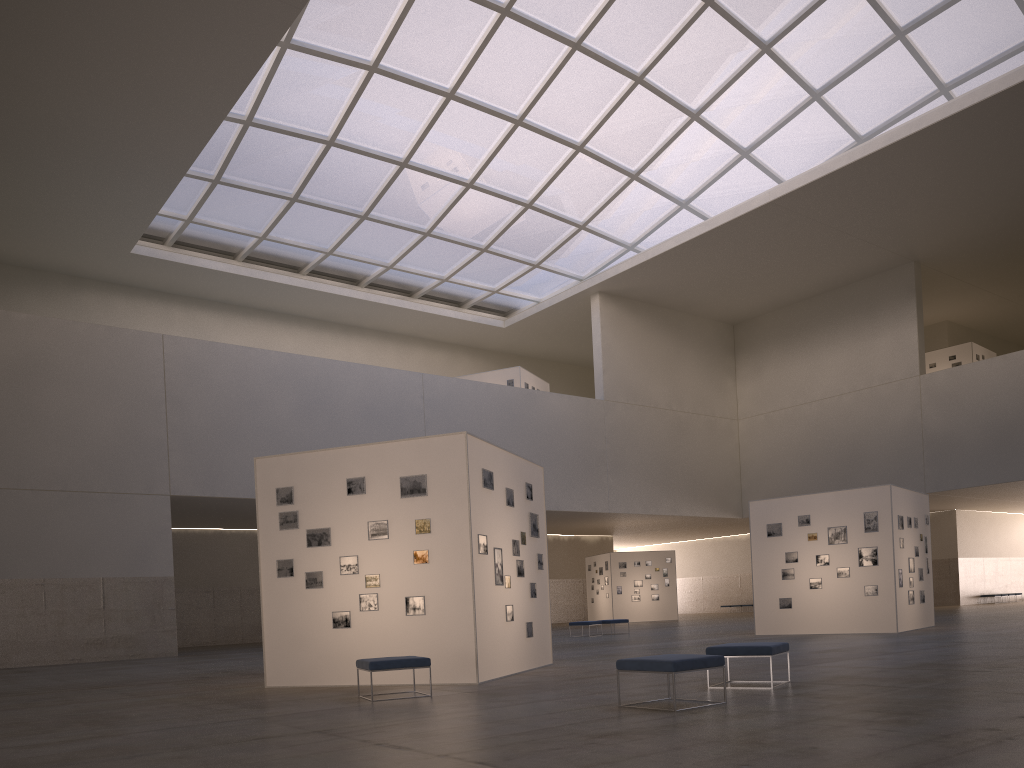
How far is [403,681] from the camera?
15.40m

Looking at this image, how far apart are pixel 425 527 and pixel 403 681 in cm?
267

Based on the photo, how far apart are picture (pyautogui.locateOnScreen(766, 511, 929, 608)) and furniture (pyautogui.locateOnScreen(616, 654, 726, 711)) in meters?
18.0 m

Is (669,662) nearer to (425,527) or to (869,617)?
(425,527)

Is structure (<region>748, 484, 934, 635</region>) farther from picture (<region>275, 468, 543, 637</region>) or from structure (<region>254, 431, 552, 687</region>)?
picture (<region>275, 468, 543, 637</region>)

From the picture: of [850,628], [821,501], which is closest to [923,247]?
[821,501]

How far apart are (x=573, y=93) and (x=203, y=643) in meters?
34.8 m

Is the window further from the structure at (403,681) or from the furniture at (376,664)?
the furniture at (376,664)

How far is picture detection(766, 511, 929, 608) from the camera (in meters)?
26.46

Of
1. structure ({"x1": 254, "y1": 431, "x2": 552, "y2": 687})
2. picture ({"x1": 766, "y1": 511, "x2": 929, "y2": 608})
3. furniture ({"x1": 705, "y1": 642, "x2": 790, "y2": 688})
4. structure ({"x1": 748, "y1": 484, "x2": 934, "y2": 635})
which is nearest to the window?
structure ({"x1": 748, "y1": 484, "x2": 934, "y2": 635})
